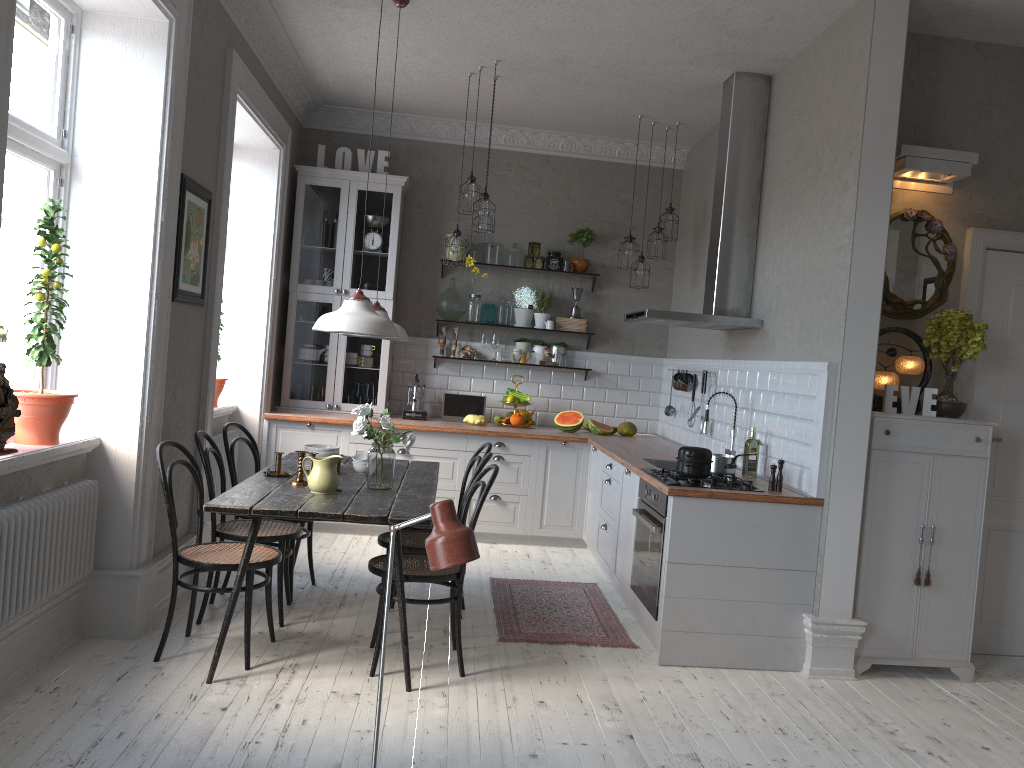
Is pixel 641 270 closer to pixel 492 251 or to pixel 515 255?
pixel 515 255

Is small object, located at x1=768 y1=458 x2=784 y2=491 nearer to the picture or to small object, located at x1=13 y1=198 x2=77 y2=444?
the picture

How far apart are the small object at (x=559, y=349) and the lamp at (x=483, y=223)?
1.7 meters

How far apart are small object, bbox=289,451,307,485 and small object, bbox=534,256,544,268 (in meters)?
3.59

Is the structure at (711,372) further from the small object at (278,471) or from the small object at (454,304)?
the small object at (278,471)

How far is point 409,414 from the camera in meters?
7.0 m

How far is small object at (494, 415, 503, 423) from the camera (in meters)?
7.16

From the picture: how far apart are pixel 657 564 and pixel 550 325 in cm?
329

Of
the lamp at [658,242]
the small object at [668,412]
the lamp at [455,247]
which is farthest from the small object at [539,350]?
the lamp at [455,247]

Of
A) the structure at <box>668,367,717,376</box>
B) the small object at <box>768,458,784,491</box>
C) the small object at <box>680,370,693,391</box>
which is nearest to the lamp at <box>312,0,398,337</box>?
the small object at <box>768,458,784,491</box>
